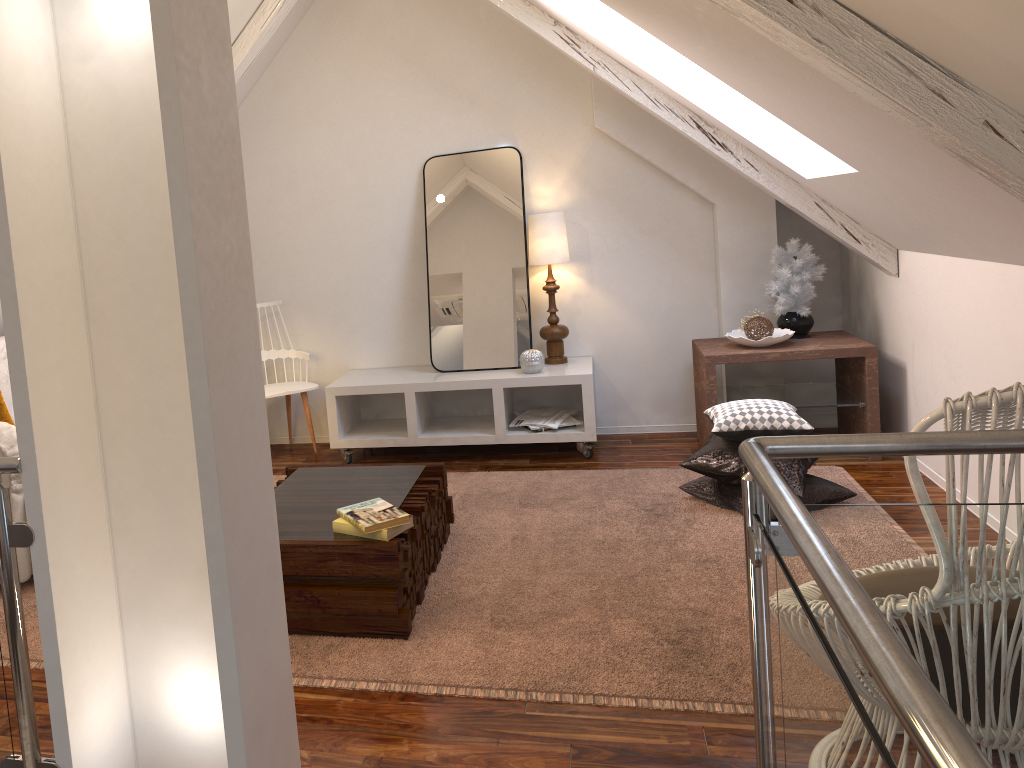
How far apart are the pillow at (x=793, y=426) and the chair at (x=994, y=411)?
1.7m

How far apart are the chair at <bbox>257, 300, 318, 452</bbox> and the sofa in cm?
103

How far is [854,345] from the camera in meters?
3.6 m

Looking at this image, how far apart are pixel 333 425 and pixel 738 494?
1.8 meters

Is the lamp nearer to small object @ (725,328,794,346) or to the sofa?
small object @ (725,328,794,346)

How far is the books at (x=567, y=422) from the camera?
3.9m

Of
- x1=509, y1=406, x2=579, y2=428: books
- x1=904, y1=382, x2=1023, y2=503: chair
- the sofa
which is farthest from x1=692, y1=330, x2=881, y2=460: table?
the sofa

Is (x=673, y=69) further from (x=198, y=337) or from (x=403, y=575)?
(x=198, y=337)

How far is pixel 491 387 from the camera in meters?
3.9 m

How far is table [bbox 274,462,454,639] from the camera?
2.2m
